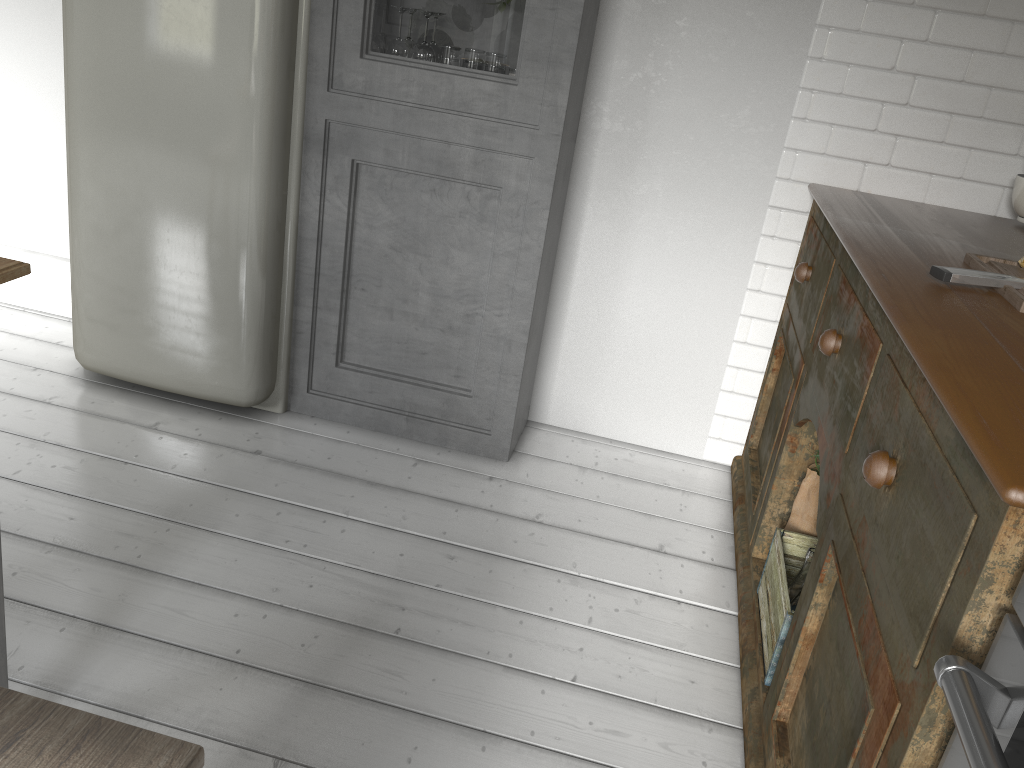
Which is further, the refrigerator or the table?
the refrigerator

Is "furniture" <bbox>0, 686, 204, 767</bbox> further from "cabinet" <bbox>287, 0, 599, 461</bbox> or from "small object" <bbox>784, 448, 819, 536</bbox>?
"cabinet" <bbox>287, 0, 599, 461</bbox>

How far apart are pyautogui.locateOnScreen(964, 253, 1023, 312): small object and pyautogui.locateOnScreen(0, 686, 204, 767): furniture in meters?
1.8 m

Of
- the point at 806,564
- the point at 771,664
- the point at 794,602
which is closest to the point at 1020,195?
the point at 806,564

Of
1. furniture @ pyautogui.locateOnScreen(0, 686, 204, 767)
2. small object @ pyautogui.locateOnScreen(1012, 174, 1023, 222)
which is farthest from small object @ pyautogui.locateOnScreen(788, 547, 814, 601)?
furniture @ pyautogui.locateOnScreen(0, 686, 204, 767)

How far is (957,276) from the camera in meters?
2.0

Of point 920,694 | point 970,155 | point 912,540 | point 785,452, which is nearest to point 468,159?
point 785,452

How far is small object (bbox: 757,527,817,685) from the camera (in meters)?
2.39

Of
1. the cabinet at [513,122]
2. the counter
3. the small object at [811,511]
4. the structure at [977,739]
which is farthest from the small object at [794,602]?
the cabinet at [513,122]

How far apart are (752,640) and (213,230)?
2.3 meters
